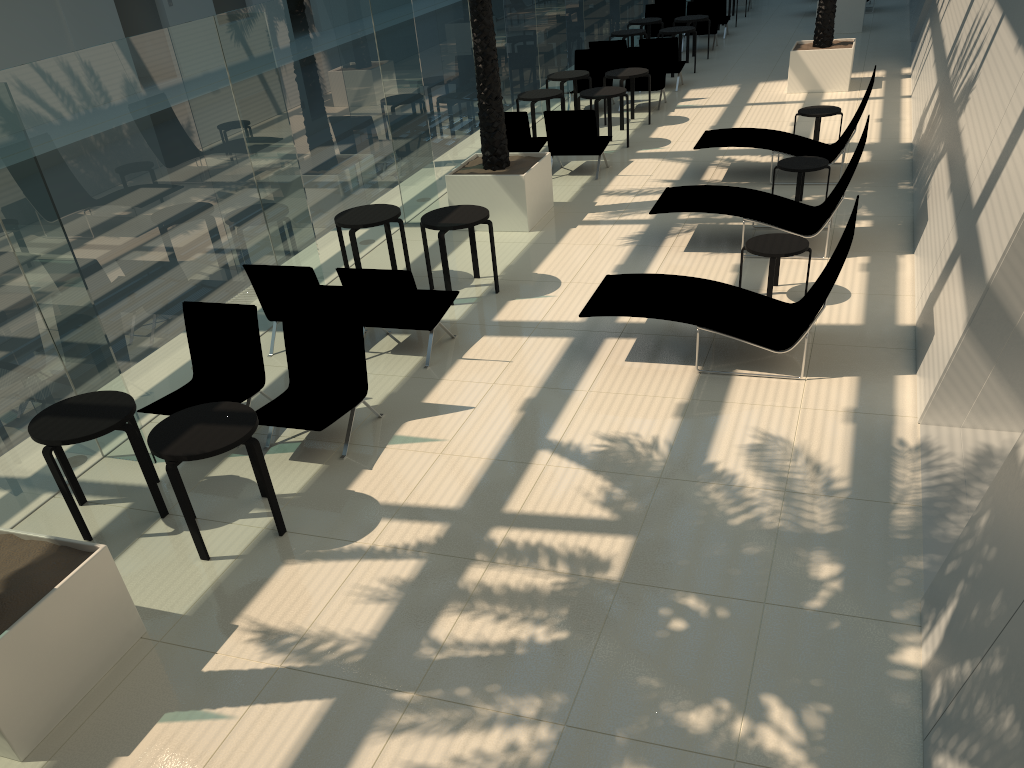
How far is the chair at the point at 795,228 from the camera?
9.2 meters

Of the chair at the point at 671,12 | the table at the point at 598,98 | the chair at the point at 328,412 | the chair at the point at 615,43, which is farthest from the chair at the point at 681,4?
the chair at the point at 328,412

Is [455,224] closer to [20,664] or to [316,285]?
[316,285]

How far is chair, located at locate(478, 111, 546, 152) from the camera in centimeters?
1252cm

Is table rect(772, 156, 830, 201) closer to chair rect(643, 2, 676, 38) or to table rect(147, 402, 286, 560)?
table rect(147, 402, 286, 560)

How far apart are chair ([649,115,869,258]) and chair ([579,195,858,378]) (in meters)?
1.82

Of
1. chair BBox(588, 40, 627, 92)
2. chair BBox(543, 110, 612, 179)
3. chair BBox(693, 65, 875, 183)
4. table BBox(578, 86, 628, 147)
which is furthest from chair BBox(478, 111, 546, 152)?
chair BBox(588, 40, 627, 92)

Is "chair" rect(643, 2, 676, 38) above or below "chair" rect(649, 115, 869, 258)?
above

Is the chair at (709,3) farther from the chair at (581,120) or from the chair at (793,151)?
the chair at (793,151)

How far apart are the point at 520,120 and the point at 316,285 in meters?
5.8 m
